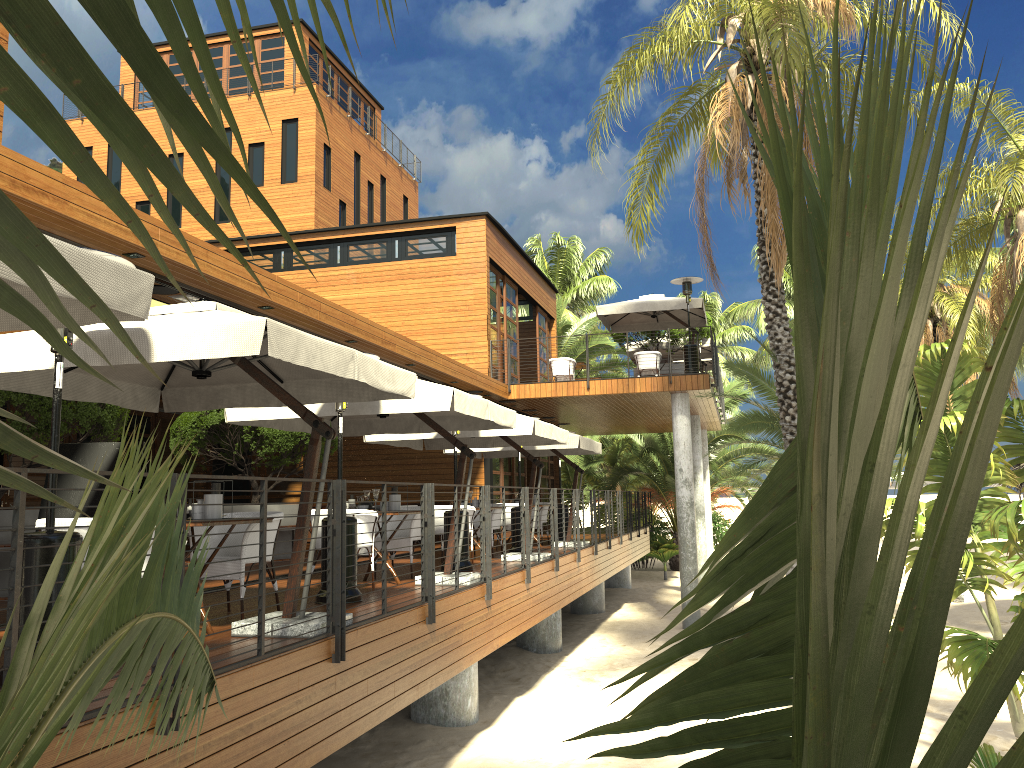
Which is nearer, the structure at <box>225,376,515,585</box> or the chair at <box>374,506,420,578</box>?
the structure at <box>225,376,515,585</box>

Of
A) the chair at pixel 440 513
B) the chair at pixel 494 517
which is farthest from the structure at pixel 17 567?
the chair at pixel 440 513

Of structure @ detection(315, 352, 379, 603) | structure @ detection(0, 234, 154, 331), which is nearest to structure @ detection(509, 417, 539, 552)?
structure @ detection(315, 352, 379, 603)

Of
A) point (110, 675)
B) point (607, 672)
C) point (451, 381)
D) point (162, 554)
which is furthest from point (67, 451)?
point (451, 381)

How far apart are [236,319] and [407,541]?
5.3m

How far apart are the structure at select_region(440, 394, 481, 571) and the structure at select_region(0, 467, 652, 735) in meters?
0.7

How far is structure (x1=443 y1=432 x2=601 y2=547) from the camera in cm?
1470

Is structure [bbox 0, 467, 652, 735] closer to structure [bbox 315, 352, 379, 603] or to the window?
structure [bbox 315, 352, 379, 603]

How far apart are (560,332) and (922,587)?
34.6 meters

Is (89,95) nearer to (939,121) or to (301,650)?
(939,121)
